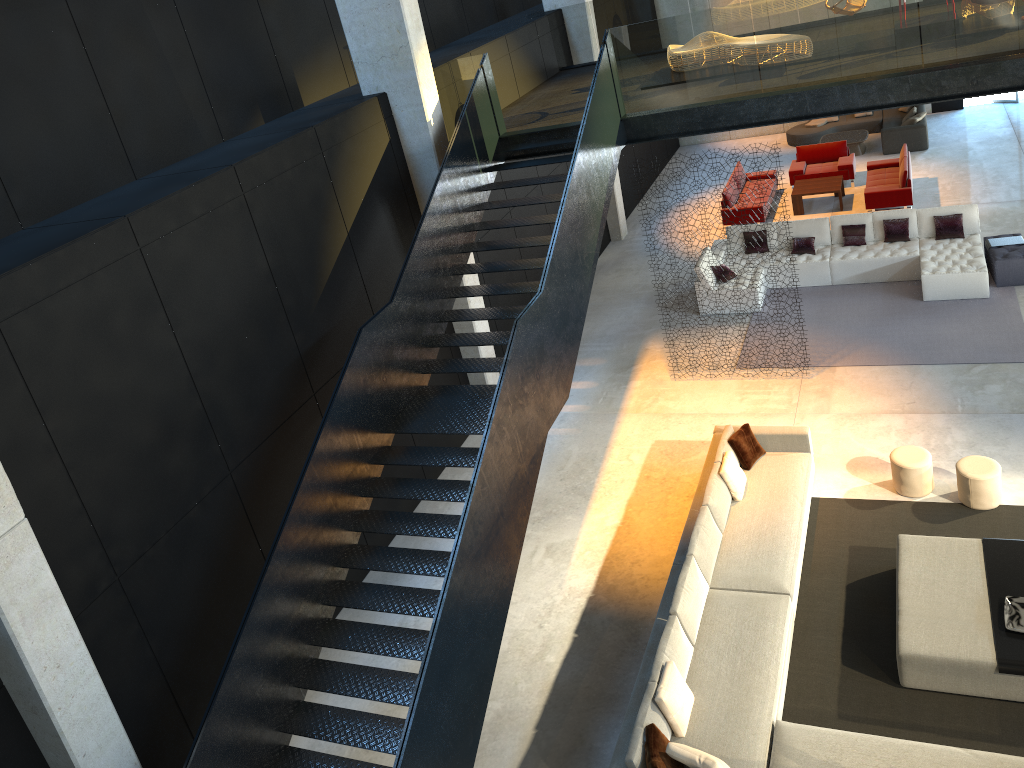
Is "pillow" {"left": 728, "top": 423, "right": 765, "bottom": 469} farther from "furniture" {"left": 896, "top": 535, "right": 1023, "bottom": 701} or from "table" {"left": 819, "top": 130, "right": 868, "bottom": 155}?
"table" {"left": 819, "top": 130, "right": 868, "bottom": 155}

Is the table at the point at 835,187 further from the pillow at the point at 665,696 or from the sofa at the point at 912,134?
the pillow at the point at 665,696

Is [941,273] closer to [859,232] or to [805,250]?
[859,232]

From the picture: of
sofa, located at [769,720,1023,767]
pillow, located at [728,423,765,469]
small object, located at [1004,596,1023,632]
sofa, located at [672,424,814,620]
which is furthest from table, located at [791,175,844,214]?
sofa, located at [769,720,1023,767]

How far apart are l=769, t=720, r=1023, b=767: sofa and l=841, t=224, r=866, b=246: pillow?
9.2 meters

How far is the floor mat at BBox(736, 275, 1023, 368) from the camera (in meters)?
11.46

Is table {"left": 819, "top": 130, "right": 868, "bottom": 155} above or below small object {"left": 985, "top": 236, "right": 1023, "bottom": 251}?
A: below

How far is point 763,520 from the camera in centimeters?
893cm

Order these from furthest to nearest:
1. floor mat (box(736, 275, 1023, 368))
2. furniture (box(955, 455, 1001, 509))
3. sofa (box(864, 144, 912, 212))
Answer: sofa (box(864, 144, 912, 212)) → floor mat (box(736, 275, 1023, 368)) → furniture (box(955, 455, 1001, 509))

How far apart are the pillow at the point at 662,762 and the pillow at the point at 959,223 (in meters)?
9.94
